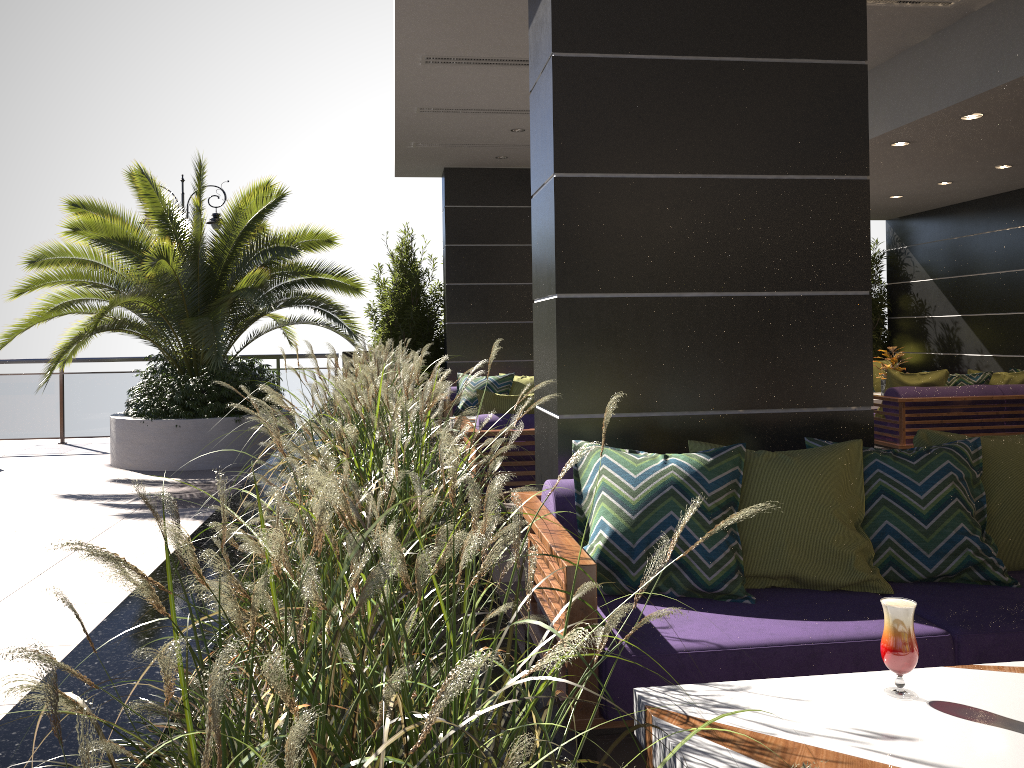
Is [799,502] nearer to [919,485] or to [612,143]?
[919,485]

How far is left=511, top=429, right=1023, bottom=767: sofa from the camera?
2.4m

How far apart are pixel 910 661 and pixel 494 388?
6.9 meters

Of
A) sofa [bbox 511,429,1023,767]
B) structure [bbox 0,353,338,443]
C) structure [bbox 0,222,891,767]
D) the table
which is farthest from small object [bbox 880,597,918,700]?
structure [bbox 0,353,338,443]

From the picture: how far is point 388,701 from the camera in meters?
0.8

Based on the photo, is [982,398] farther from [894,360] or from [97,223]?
[97,223]

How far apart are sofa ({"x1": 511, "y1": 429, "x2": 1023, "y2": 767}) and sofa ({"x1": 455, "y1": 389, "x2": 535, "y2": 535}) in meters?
2.2

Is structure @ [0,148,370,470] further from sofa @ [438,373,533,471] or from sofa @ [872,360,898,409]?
sofa @ [872,360,898,409]

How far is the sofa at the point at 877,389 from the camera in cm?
1081

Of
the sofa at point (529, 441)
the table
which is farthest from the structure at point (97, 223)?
the table
